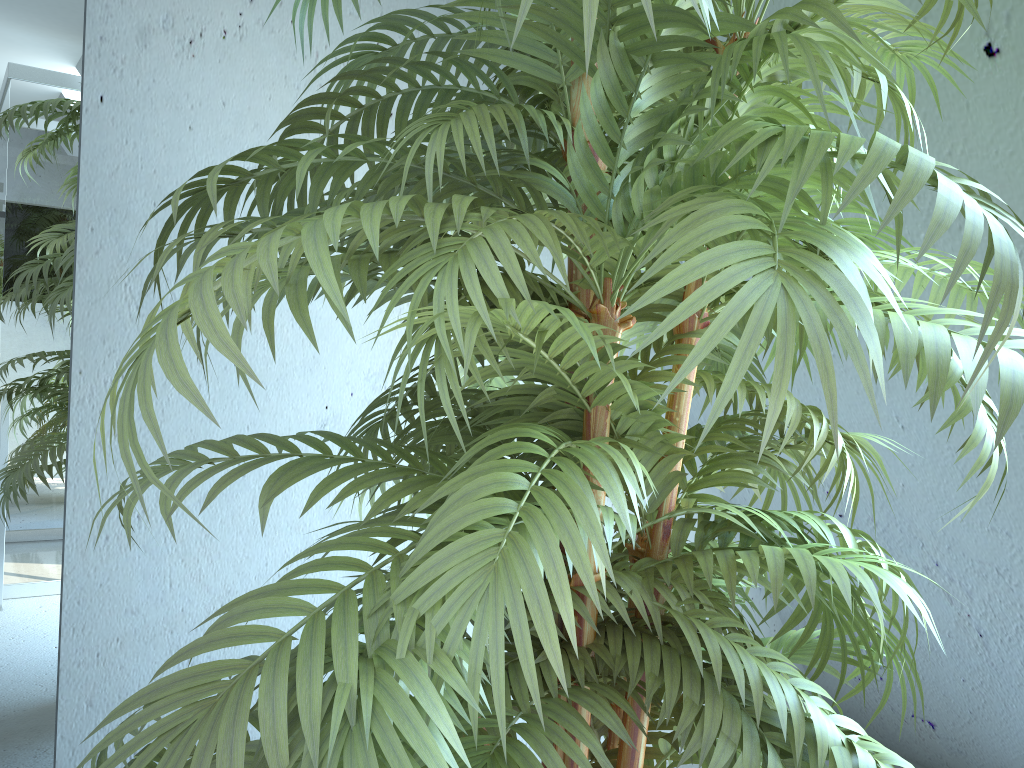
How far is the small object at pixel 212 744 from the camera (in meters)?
0.54

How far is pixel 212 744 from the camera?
0.5m

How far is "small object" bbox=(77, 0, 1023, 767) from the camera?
0.5m
